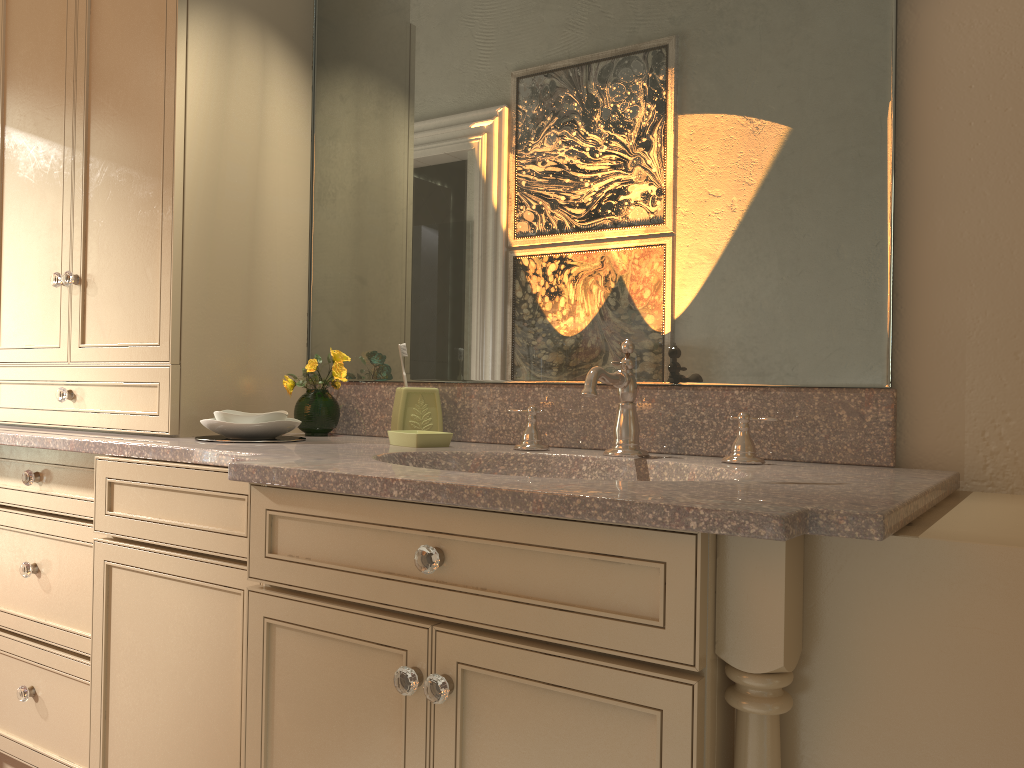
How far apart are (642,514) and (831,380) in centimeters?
71cm

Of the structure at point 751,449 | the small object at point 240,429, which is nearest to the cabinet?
the small object at point 240,429

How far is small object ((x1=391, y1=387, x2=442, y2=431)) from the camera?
1.9 meters

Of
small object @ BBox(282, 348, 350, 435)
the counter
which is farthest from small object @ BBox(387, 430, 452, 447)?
small object @ BBox(282, 348, 350, 435)

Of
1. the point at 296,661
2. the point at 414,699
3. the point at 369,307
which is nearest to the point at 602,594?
the point at 414,699

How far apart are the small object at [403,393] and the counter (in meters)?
0.04

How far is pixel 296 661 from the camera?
1.27m

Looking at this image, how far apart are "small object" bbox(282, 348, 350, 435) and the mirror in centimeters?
4cm

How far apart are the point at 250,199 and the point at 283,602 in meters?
1.1

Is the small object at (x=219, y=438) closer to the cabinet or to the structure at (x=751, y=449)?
the cabinet
